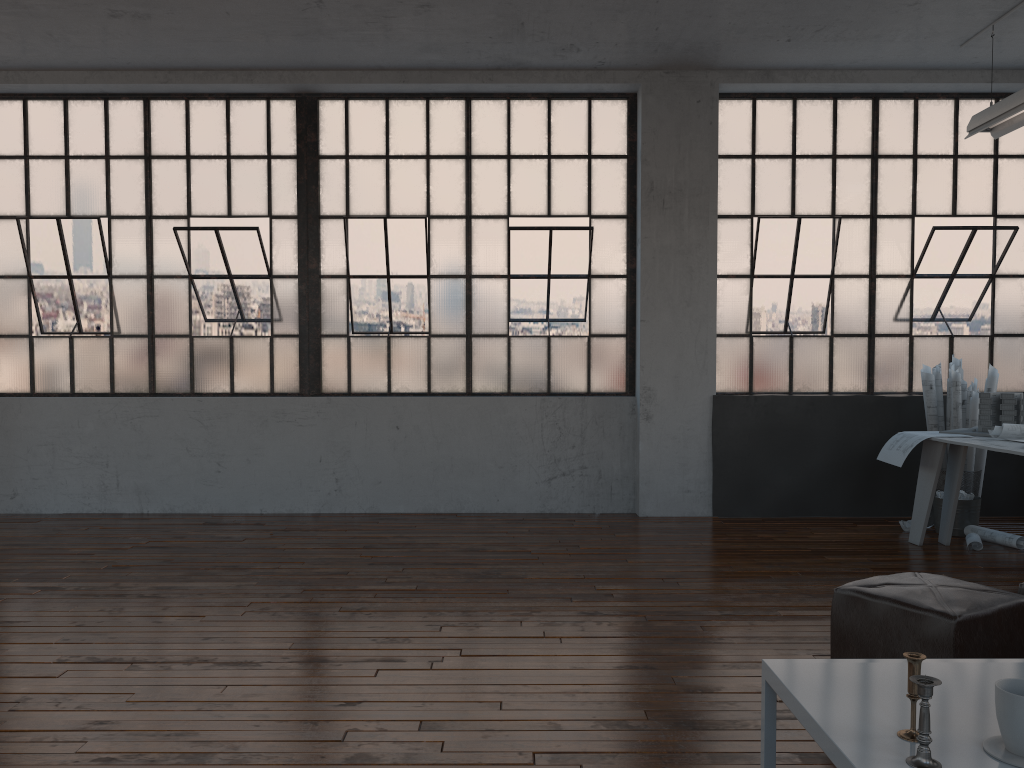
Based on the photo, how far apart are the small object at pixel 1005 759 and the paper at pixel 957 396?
5.0 meters

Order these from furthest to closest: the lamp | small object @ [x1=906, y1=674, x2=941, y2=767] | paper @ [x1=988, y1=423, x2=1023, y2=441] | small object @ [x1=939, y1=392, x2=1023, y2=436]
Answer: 1. small object @ [x1=939, y1=392, x2=1023, y2=436]
2. the lamp
3. paper @ [x1=988, y1=423, x2=1023, y2=441]
4. small object @ [x1=906, y1=674, x2=941, y2=767]

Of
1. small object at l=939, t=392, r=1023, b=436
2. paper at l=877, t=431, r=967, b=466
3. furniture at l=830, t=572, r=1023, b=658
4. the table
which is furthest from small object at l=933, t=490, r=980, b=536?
the table

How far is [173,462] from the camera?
6.7 meters

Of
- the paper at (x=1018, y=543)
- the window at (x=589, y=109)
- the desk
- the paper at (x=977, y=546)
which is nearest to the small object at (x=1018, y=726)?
the desk

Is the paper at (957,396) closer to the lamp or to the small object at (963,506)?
the small object at (963,506)

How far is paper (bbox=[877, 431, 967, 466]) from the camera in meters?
5.3 m

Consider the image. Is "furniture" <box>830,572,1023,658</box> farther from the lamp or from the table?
the lamp

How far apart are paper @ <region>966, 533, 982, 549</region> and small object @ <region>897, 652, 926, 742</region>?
4.28m

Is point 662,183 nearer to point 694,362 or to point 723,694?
point 694,362
